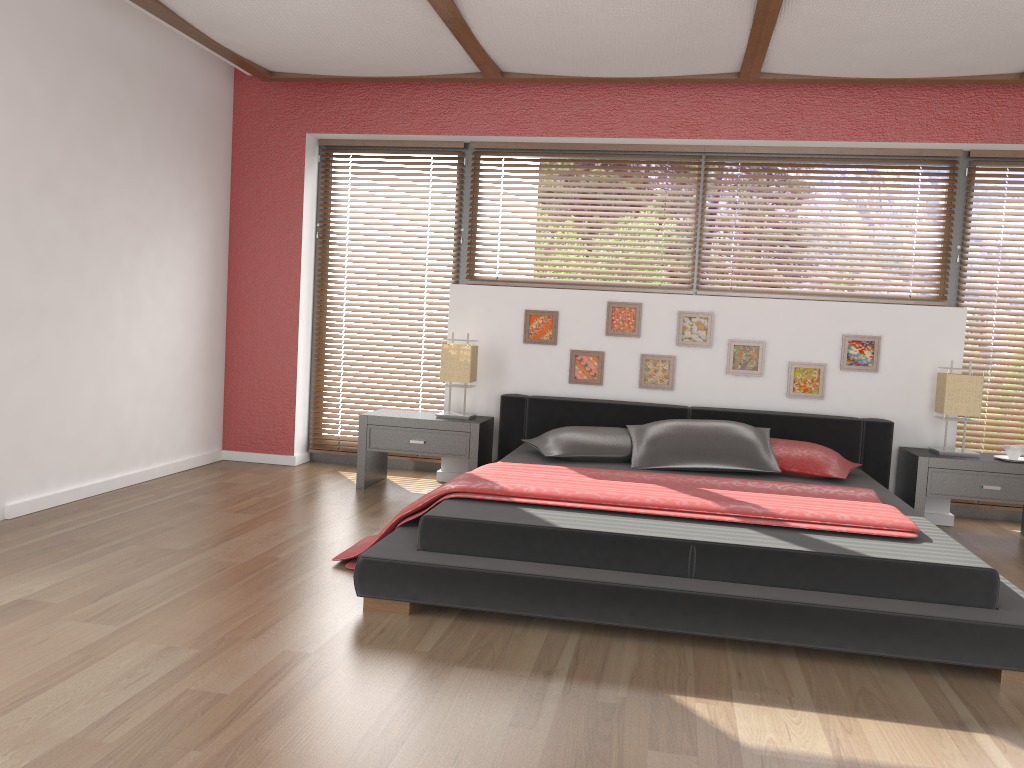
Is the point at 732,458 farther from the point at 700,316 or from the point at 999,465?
the point at 999,465

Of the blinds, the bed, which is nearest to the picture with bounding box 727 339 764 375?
the bed

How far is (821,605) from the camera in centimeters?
267cm

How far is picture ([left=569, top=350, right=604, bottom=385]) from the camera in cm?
519

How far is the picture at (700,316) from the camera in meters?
5.1 m

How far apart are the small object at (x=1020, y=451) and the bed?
0.6m

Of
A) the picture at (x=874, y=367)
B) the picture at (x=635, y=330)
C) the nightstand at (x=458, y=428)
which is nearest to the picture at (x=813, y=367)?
the picture at (x=874, y=367)

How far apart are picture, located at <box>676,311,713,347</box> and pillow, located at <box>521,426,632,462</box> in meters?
0.8 m

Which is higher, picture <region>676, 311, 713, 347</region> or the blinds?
picture <region>676, 311, 713, 347</region>

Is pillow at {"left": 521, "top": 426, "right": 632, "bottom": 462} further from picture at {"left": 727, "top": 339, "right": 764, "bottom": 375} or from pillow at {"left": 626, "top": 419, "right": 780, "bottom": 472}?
picture at {"left": 727, "top": 339, "right": 764, "bottom": 375}
